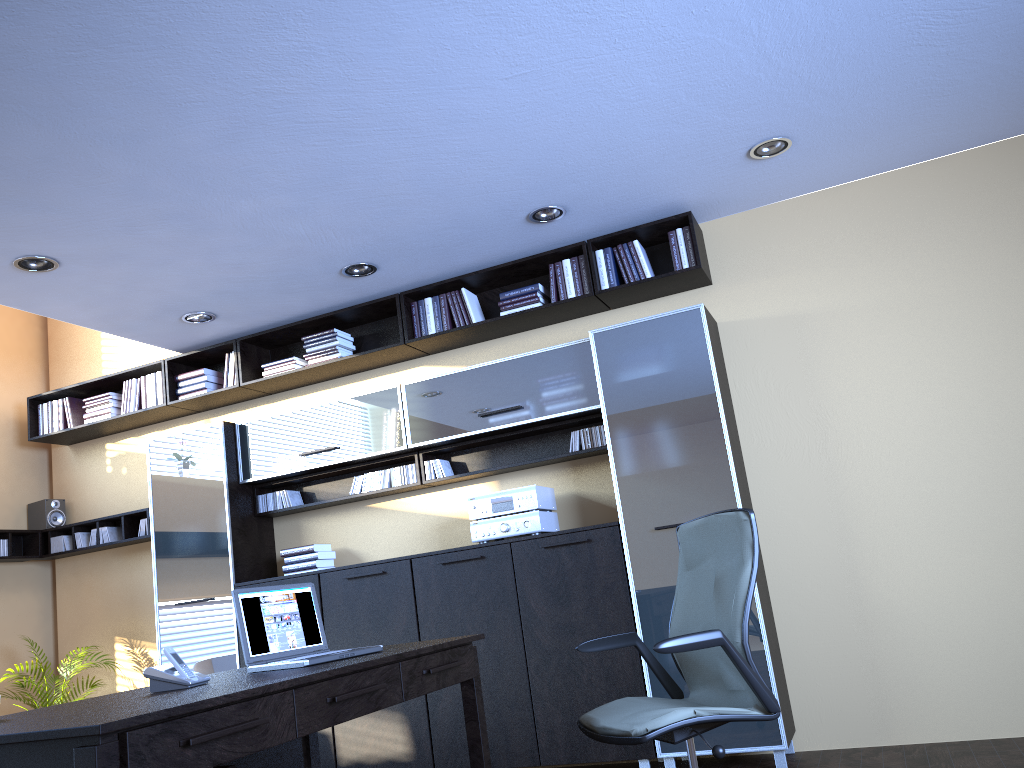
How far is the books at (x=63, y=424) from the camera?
6.65m

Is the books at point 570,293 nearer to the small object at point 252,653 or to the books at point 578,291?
the books at point 578,291

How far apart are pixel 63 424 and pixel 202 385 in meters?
1.3 m

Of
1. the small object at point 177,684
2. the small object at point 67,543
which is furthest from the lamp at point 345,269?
the small object at point 67,543

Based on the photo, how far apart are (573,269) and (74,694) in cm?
488

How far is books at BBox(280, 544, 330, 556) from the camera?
5.7 meters

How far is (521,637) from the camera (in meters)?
4.86

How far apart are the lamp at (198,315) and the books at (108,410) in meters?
1.3 m

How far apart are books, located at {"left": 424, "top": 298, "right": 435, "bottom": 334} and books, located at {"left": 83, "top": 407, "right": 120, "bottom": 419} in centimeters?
265cm

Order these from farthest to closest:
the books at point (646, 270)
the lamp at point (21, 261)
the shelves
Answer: the shelves
the books at point (646, 270)
the lamp at point (21, 261)
